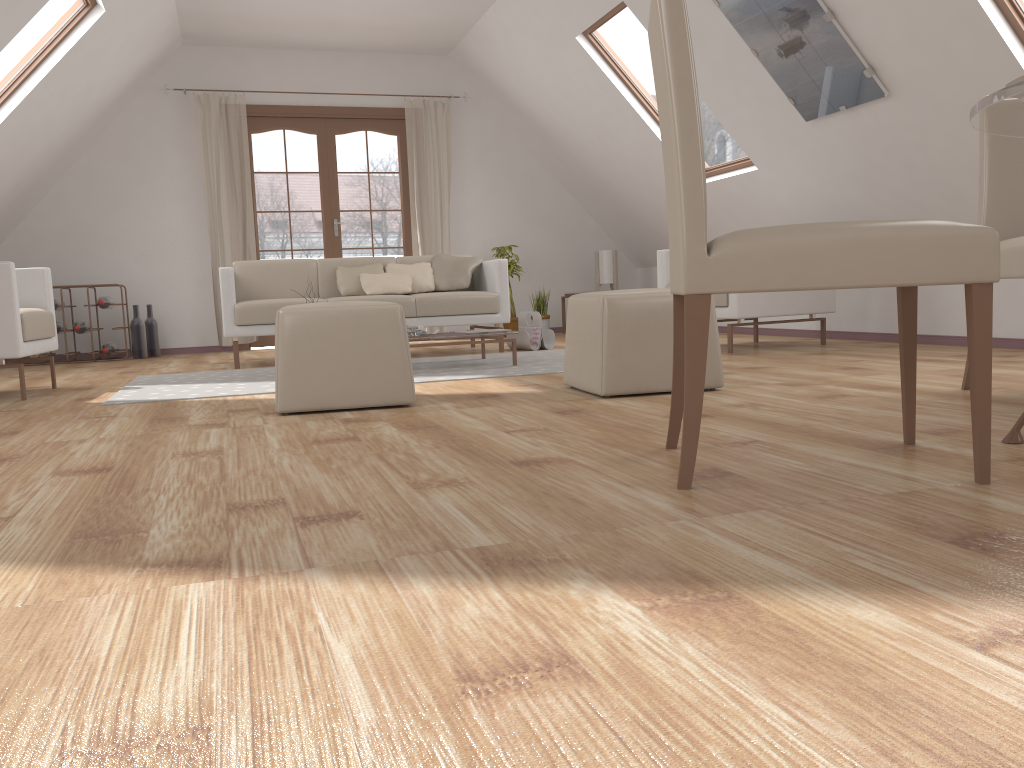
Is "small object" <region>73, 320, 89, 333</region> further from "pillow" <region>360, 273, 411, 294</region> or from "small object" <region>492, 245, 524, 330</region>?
"small object" <region>492, 245, 524, 330</region>

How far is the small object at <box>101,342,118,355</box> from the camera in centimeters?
693cm

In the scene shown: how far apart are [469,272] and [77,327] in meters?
3.1 m

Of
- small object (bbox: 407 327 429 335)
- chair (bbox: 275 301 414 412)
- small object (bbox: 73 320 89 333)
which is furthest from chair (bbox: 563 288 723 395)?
small object (bbox: 73 320 89 333)

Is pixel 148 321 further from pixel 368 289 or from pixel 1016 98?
pixel 1016 98

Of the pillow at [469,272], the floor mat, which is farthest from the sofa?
the floor mat

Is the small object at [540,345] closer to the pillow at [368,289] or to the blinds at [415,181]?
the pillow at [368,289]

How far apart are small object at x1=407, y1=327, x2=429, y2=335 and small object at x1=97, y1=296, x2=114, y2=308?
3.34m

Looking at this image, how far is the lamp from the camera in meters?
8.2 m

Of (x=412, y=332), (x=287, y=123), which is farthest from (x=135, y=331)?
(x=412, y=332)
